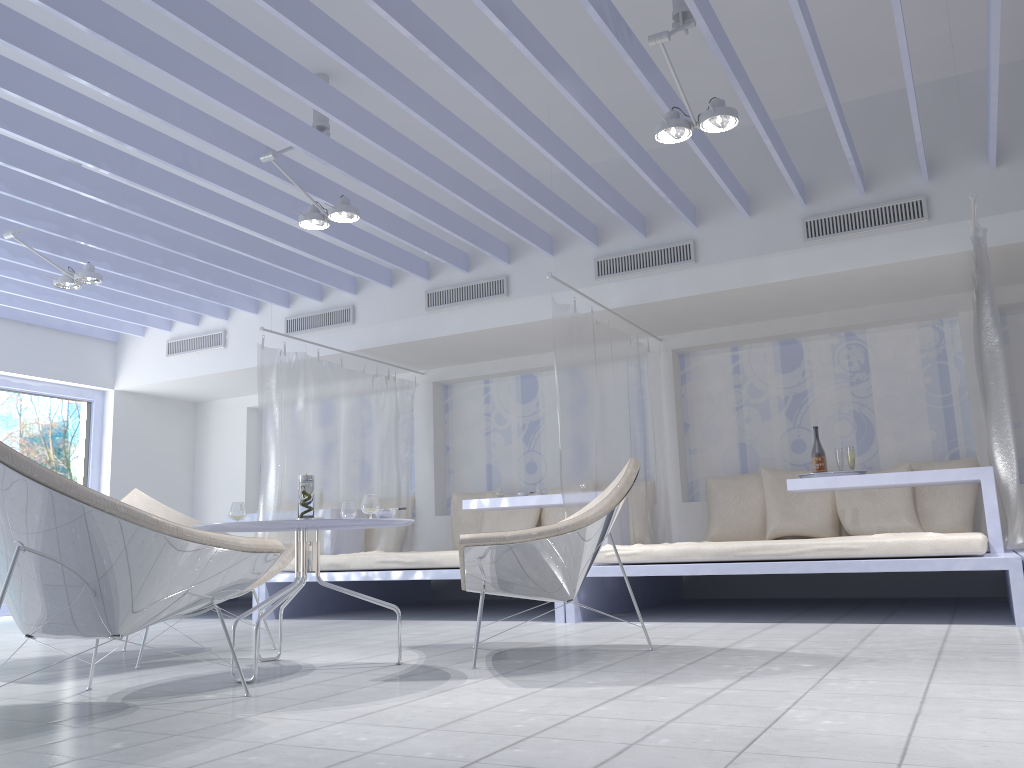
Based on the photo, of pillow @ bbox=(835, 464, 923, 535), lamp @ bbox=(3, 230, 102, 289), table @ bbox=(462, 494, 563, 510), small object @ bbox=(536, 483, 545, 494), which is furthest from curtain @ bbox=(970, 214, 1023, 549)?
lamp @ bbox=(3, 230, 102, 289)

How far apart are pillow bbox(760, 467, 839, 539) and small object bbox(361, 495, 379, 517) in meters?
3.7 m

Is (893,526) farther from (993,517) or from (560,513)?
(560,513)

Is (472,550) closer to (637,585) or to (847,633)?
(847,633)

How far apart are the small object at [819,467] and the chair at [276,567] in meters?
3.1

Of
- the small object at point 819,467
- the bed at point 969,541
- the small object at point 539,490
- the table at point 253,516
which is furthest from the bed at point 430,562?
the small object at point 819,467

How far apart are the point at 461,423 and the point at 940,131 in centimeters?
441cm

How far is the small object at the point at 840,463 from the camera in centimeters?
526cm

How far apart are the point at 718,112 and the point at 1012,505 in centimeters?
219cm

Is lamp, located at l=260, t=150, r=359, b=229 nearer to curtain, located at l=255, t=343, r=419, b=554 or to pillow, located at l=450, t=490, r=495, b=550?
curtain, located at l=255, t=343, r=419, b=554
